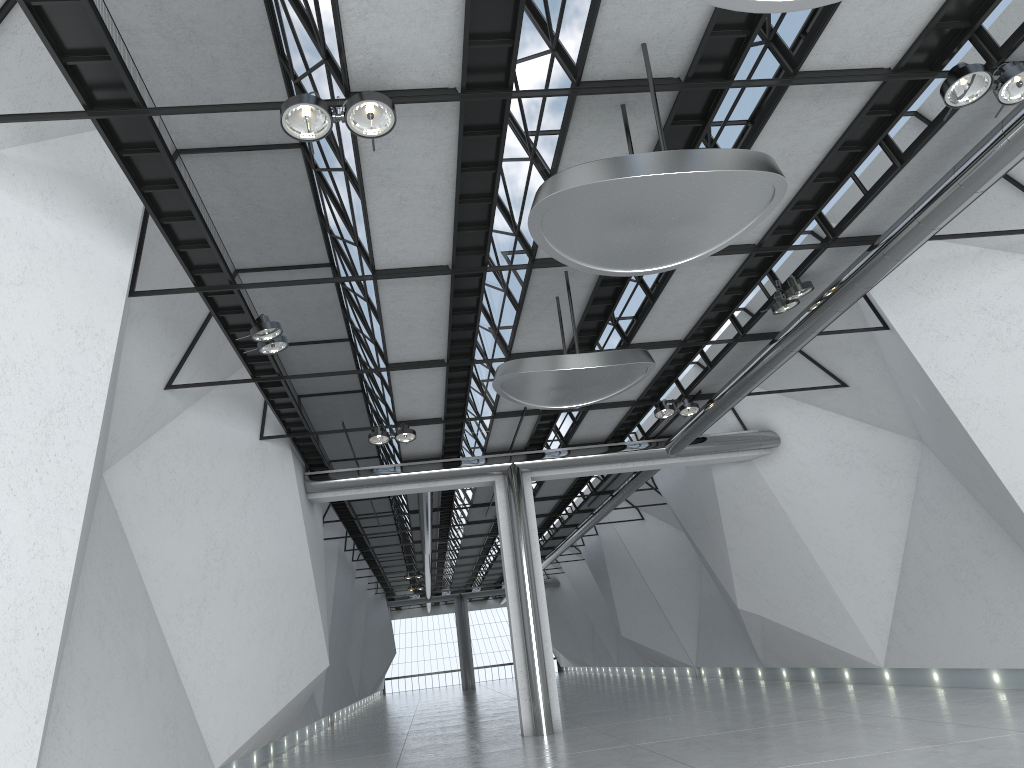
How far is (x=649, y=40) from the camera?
35.67m
